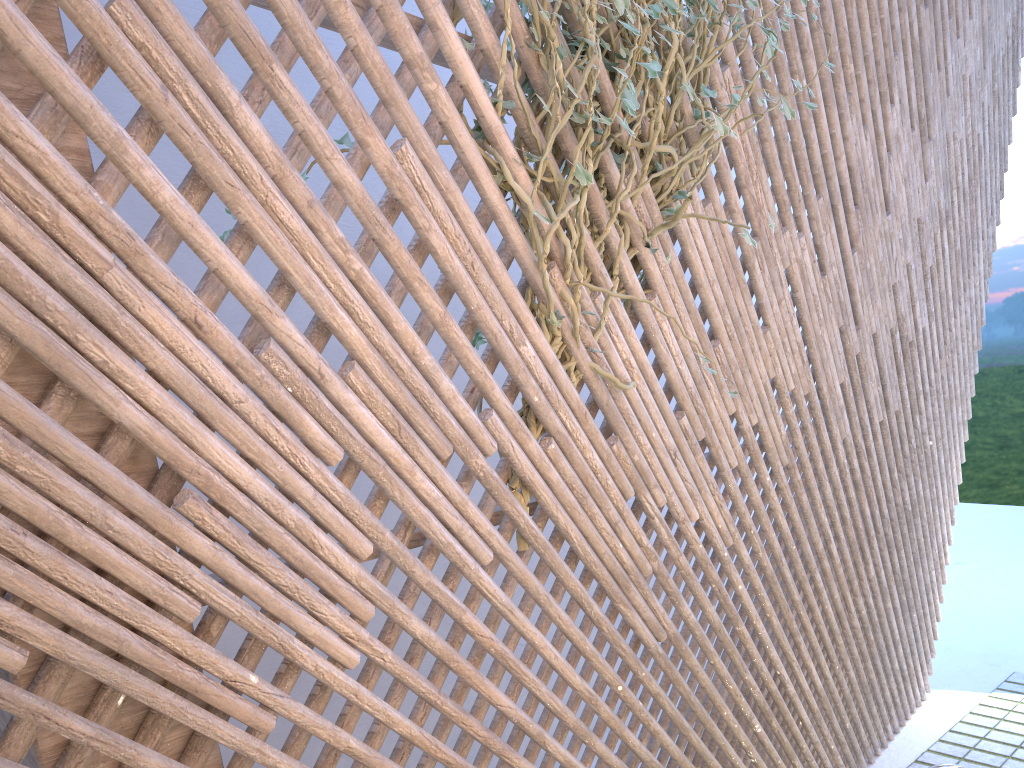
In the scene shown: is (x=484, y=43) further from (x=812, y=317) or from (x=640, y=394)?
(x=812, y=317)

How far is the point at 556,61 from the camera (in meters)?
1.62

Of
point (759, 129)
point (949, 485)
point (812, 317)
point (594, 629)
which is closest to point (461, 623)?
point (759, 129)

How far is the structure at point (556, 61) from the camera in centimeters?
162cm

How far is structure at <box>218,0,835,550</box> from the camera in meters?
1.6
